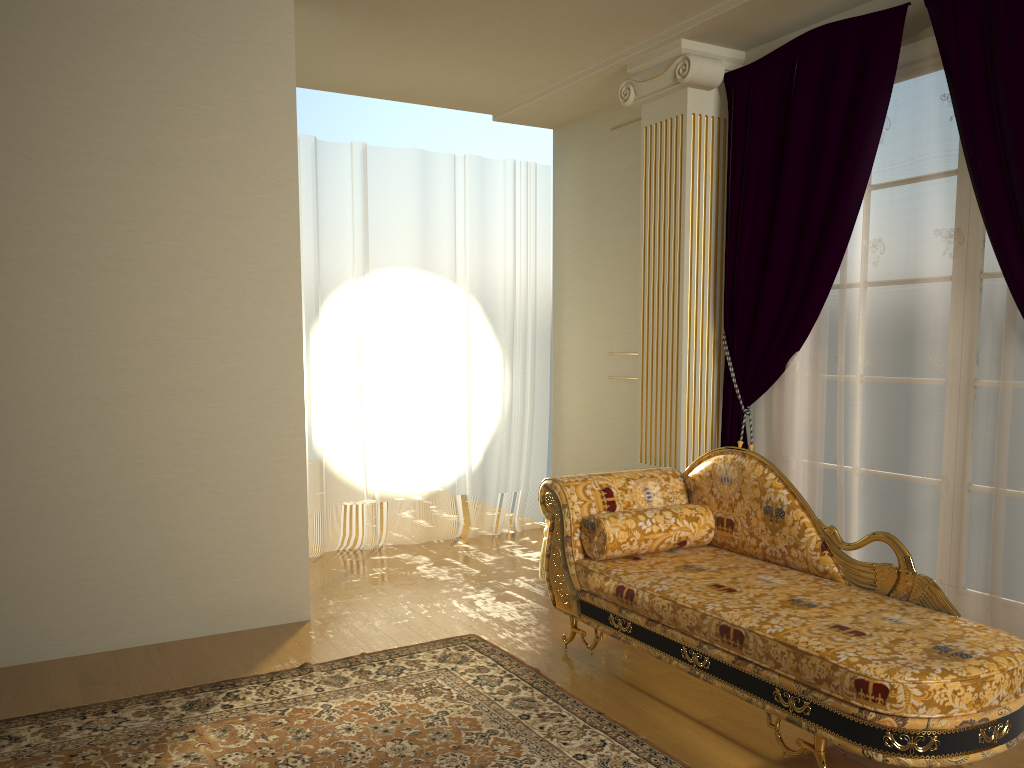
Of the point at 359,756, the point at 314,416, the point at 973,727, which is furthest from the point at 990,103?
the point at 314,416

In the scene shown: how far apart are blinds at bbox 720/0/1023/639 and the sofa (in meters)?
0.59

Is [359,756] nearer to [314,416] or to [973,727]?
[973,727]

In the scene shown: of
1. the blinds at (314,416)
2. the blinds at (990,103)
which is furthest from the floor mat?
the blinds at (314,416)

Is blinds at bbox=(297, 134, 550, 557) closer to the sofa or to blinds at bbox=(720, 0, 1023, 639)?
blinds at bbox=(720, 0, 1023, 639)

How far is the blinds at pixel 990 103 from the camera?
3.2 meters

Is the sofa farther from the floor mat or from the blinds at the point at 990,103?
the blinds at the point at 990,103

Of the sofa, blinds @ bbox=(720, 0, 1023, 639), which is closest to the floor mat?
the sofa

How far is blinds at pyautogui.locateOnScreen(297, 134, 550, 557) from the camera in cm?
531

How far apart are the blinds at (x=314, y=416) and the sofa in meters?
2.0
